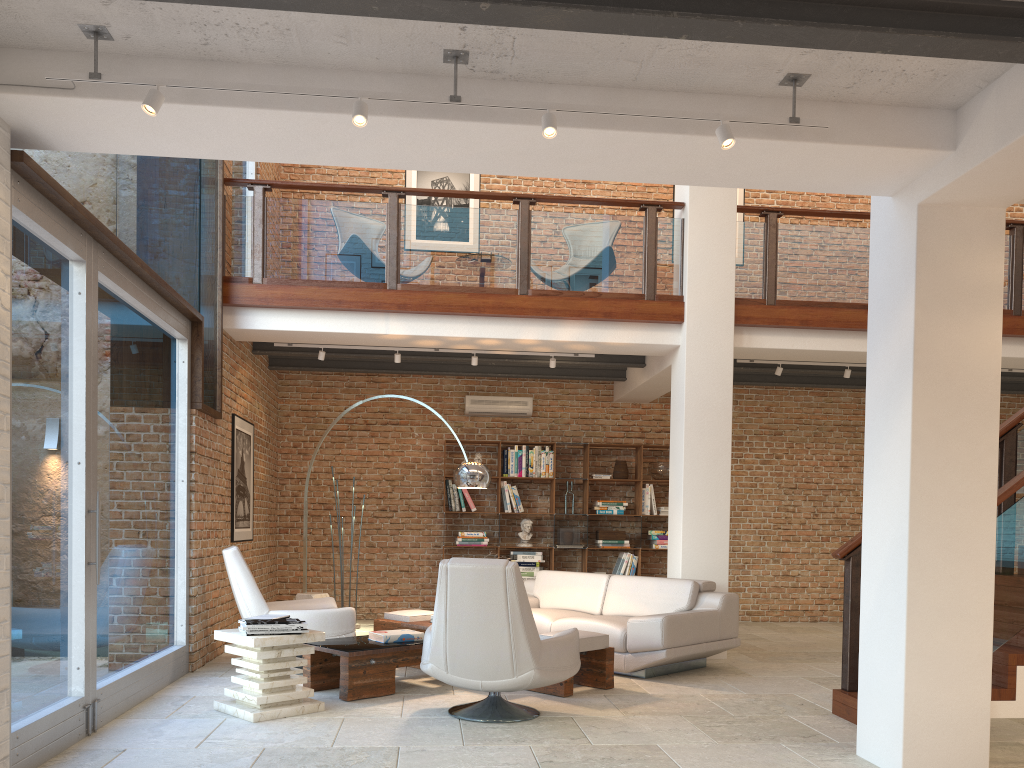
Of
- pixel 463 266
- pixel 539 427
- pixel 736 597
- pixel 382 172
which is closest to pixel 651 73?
pixel 463 266

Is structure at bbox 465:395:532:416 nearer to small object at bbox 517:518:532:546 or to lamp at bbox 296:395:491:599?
small object at bbox 517:518:532:546

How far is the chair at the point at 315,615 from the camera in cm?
644

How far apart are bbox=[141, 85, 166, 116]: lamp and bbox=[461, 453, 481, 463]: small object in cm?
721

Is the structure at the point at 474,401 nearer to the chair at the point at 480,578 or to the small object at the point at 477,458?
the small object at the point at 477,458

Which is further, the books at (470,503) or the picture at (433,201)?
the picture at (433,201)

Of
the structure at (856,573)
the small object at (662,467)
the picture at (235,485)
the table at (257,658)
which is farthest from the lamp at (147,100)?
the small object at (662,467)

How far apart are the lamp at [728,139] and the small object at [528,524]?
7.11m

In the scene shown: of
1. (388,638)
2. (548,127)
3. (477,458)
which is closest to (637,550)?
(477,458)

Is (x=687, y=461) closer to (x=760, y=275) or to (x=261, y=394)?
(x=760, y=275)
